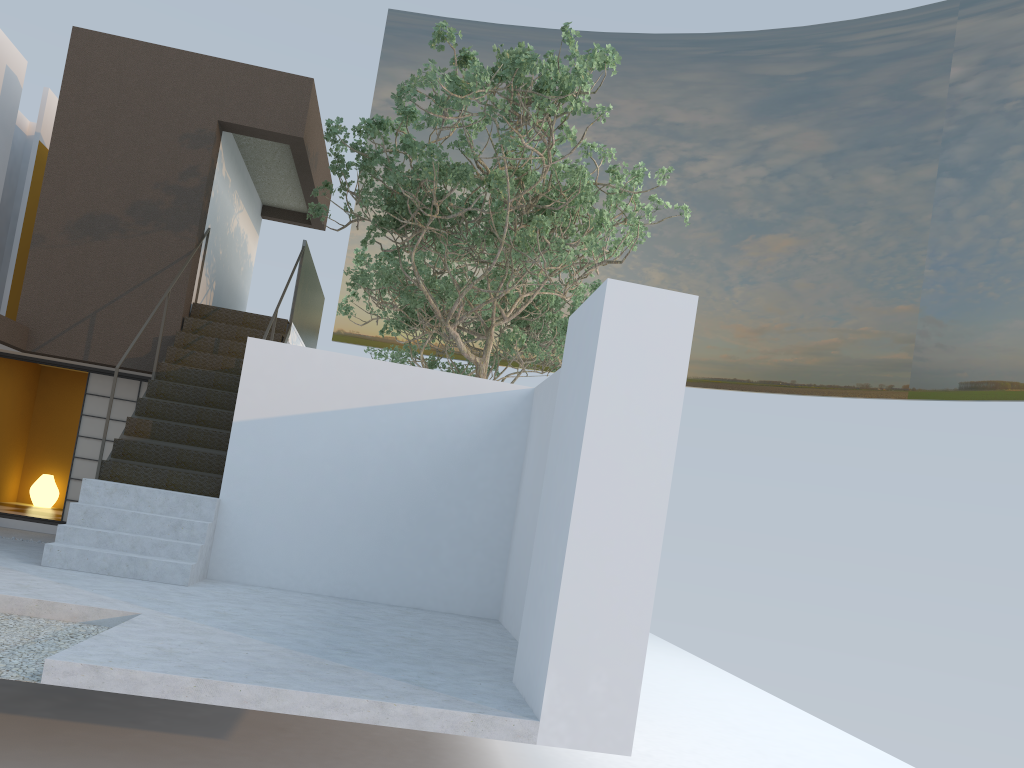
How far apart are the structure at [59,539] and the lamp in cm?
421

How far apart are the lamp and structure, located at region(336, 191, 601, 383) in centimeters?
622cm

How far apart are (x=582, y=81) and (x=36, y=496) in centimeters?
978cm

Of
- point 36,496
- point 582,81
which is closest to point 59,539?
point 582,81

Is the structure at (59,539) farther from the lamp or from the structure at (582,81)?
the lamp

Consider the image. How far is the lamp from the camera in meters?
12.7

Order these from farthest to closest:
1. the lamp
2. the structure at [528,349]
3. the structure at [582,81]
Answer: the structure at [528,349], the lamp, the structure at [582,81]

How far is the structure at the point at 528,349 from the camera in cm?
1587

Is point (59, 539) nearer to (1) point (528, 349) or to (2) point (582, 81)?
(2) point (582, 81)

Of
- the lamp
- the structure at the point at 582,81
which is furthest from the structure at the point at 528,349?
the lamp
